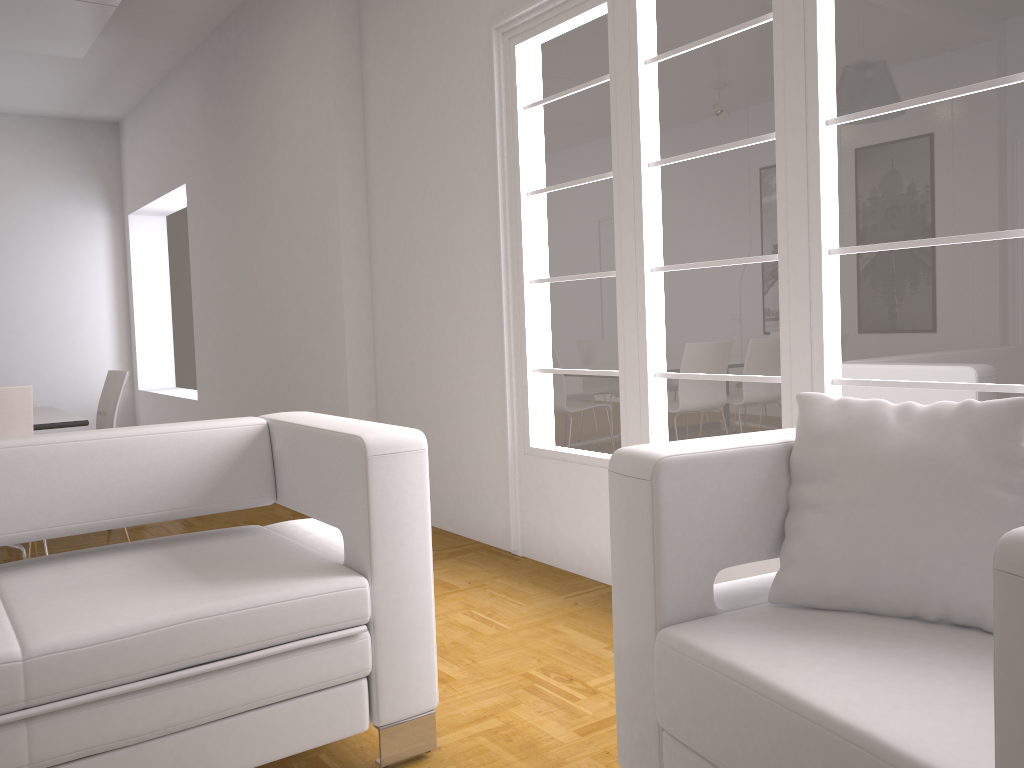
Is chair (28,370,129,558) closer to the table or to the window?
the table

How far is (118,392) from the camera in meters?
4.8 m

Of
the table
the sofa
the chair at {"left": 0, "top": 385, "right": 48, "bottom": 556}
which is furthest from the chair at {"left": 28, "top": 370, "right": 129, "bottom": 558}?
the sofa

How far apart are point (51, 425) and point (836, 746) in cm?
392

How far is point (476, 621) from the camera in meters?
3.3 m

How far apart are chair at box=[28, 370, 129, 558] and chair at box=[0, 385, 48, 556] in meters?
0.9

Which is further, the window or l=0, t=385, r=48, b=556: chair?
l=0, t=385, r=48, b=556: chair

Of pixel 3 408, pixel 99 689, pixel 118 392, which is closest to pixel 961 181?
pixel 99 689

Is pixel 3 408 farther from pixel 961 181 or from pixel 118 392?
pixel 961 181

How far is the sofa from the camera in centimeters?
183cm
